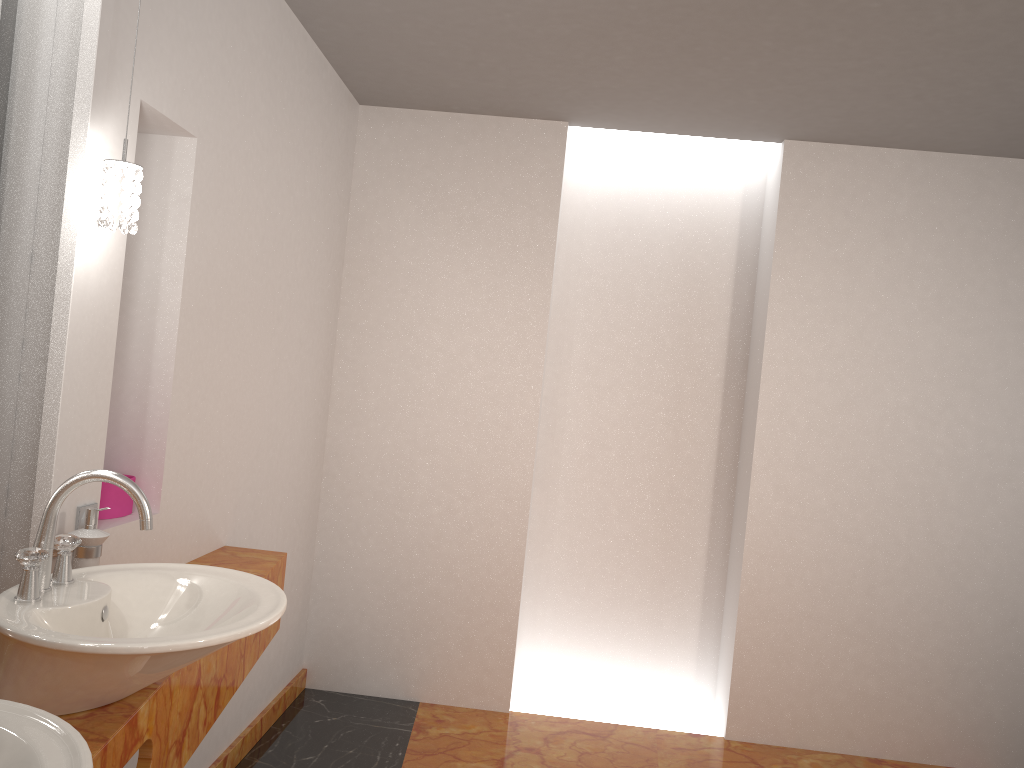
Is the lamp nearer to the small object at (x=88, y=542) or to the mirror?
the mirror

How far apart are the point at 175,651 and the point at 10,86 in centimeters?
115cm

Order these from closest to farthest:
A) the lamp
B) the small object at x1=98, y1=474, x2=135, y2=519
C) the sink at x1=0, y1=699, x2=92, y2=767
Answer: the sink at x1=0, y1=699, x2=92, y2=767 → the lamp → the small object at x1=98, y1=474, x2=135, y2=519

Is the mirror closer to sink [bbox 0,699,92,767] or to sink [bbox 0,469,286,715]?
sink [bbox 0,469,286,715]

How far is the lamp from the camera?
1.7 meters

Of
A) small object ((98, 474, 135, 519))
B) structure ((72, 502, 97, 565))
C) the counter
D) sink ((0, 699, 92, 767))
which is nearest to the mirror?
structure ((72, 502, 97, 565))

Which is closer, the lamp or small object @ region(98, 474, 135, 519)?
the lamp

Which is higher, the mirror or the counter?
the mirror

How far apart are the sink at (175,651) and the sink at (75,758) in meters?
0.2 m

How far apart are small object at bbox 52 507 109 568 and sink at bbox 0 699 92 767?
0.8 meters
